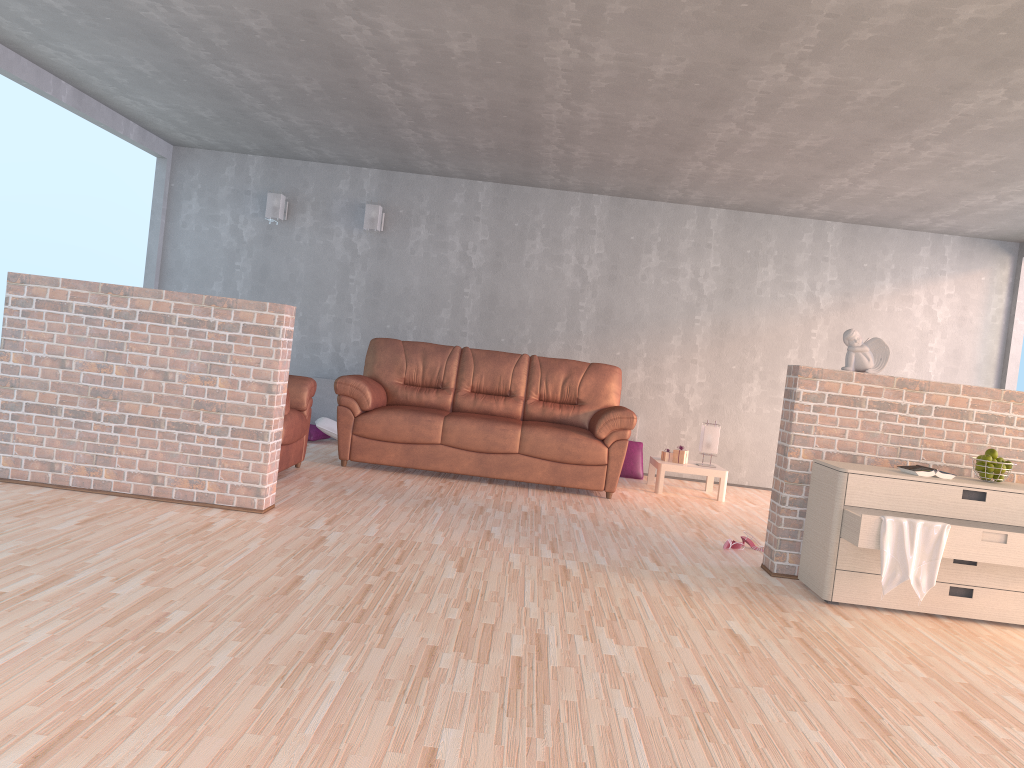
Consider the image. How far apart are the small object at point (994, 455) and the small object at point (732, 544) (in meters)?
1.41

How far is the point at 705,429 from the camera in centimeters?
708cm

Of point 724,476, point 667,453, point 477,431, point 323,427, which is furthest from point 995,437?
point 323,427

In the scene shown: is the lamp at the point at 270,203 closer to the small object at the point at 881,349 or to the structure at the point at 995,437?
the structure at the point at 995,437

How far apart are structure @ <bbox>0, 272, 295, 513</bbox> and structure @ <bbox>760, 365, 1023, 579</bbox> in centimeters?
256cm

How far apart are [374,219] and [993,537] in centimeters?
567cm

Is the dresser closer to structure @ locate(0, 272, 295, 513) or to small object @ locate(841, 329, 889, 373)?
small object @ locate(841, 329, 889, 373)

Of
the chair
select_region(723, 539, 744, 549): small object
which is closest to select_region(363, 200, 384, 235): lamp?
the chair

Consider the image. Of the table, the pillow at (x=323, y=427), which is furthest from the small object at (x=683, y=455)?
the pillow at (x=323, y=427)

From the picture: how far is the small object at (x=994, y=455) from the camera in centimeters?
412cm
